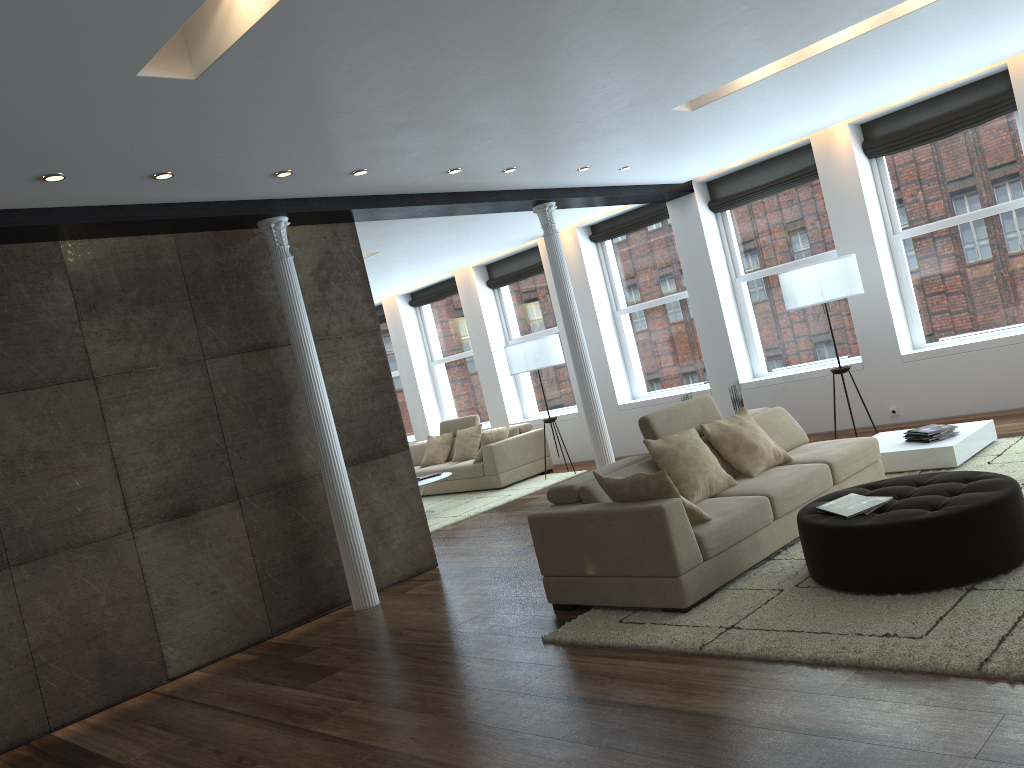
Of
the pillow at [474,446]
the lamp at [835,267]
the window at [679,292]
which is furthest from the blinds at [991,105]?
the pillow at [474,446]

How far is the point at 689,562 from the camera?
4.57m

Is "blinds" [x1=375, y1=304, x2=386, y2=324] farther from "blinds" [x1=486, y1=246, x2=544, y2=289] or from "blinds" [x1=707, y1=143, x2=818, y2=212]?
"blinds" [x1=707, y1=143, x2=818, y2=212]

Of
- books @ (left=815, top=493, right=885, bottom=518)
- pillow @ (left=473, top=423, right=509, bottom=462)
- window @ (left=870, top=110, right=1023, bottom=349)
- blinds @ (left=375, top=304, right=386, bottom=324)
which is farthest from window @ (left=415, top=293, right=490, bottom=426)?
books @ (left=815, top=493, right=885, bottom=518)

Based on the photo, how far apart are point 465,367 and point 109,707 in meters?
8.7

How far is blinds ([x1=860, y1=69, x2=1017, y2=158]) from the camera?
7.95m

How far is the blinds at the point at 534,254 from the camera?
12.2 meters

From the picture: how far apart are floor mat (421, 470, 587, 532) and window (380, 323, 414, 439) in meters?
3.1

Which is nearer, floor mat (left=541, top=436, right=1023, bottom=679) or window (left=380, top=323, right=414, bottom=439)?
floor mat (left=541, top=436, right=1023, bottom=679)

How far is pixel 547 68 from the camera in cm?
487
